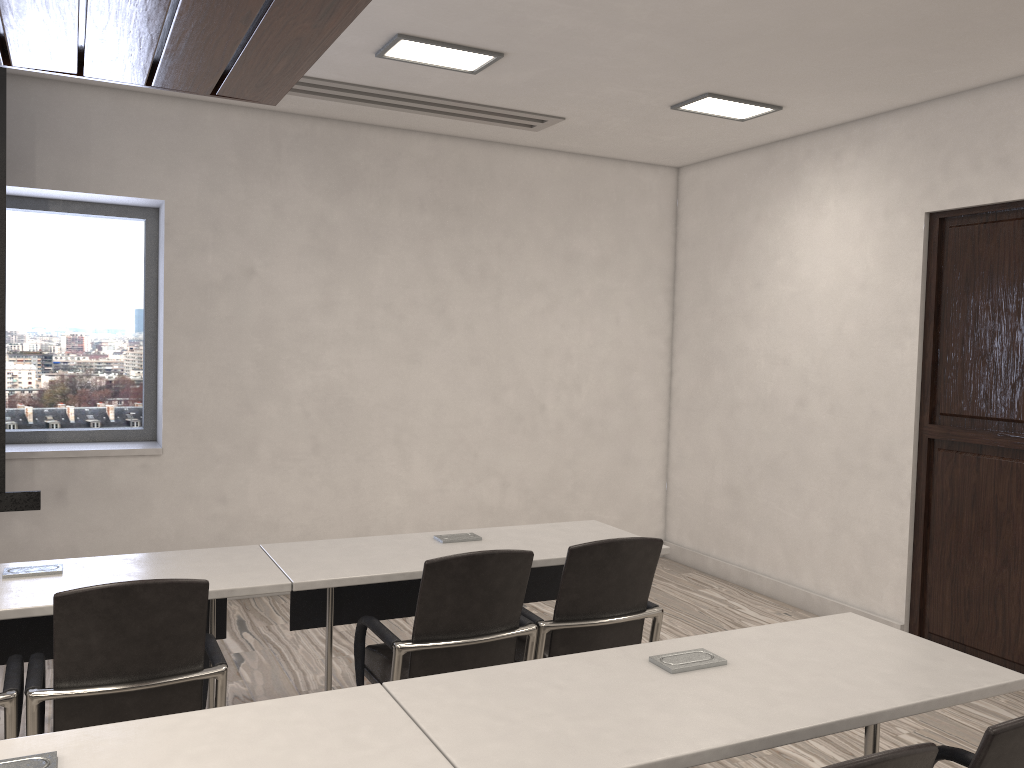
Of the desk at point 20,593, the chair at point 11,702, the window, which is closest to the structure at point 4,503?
the window

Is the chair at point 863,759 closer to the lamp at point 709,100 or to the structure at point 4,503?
the lamp at point 709,100

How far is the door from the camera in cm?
432

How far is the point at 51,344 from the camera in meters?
5.2 m

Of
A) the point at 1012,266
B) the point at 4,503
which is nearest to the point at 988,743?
the point at 1012,266

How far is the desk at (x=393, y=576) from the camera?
3.0 meters

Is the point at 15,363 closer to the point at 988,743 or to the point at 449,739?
the point at 449,739

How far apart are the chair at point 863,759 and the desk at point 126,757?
0.7 meters

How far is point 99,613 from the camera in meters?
2.3 m

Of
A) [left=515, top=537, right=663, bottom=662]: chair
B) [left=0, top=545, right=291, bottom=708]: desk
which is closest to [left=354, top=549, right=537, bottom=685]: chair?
[left=515, top=537, right=663, bottom=662]: chair
